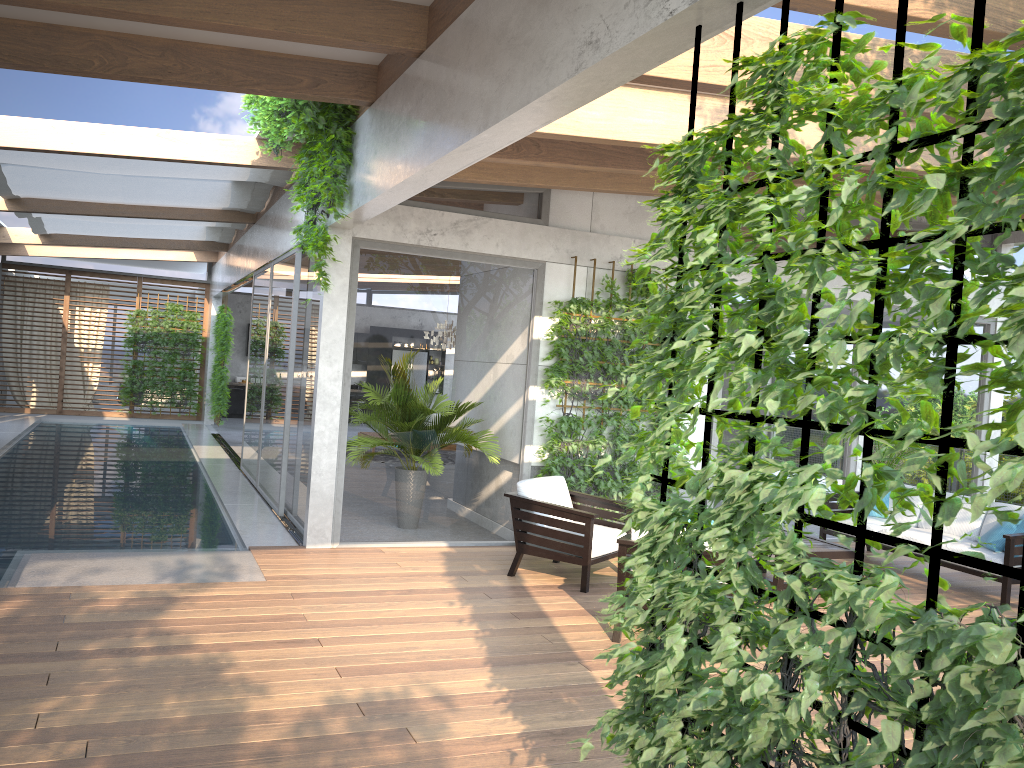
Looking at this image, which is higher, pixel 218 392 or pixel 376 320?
pixel 376 320

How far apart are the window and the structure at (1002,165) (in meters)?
4.95

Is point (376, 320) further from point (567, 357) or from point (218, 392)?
point (218, 392)

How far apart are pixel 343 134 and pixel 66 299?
14.7m

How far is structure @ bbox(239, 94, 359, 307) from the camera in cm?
655

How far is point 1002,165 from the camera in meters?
1.7

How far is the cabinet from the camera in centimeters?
2121cm

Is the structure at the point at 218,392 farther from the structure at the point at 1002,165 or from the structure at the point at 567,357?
the structure at the point at 1002,165

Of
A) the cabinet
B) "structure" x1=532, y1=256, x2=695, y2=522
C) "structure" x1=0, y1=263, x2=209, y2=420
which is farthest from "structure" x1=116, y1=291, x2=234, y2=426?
"structure" x1=532, y1=256, x2=695, y2=522

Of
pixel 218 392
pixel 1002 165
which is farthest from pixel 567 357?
pixel 218 392
